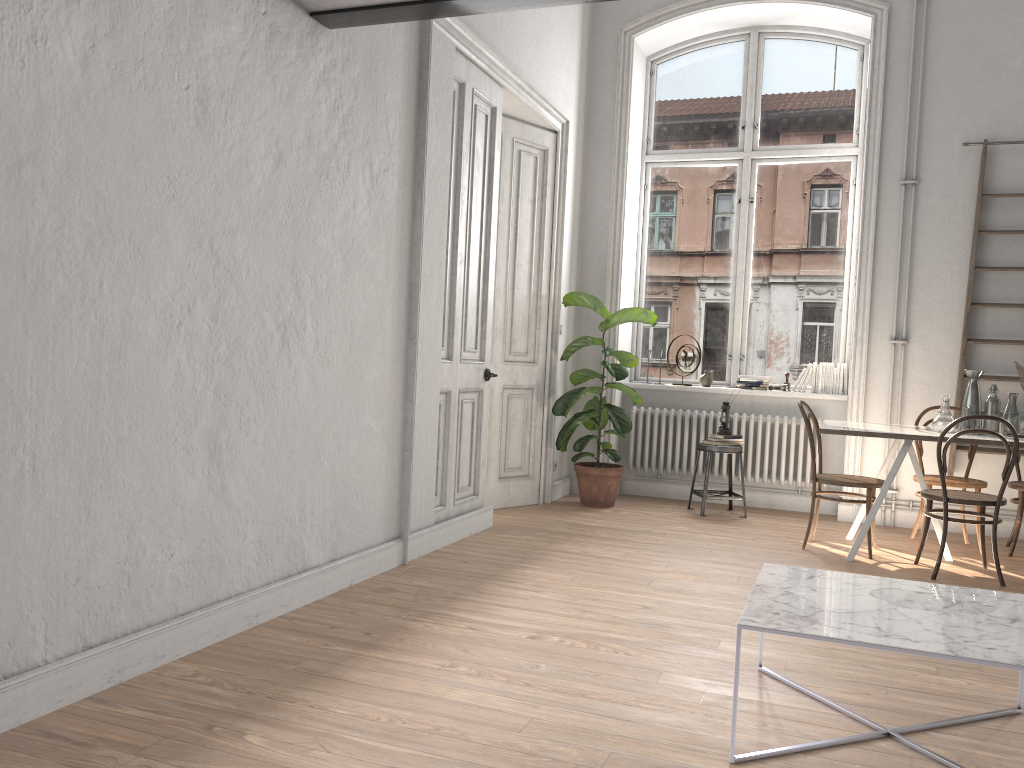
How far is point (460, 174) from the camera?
5.1 meters

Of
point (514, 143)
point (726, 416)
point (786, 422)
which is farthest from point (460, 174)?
point (786, 422)

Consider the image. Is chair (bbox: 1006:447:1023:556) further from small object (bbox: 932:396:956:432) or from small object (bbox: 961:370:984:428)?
small object (bbox: 932:396:956:432)

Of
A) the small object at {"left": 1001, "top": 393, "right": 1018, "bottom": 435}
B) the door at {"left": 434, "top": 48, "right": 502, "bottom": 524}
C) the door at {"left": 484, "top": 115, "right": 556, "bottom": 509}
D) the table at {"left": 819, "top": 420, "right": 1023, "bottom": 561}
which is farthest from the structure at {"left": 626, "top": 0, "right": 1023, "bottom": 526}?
the door at {"left": 434, "top": 48, "right": 502, "bottom": 524}

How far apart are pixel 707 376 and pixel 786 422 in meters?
0.8 m

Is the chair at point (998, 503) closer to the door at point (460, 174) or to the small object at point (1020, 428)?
the small object at point (1020, 428)

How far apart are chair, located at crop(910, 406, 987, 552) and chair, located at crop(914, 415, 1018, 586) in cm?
49

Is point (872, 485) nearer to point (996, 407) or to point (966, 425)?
point (966, 425)

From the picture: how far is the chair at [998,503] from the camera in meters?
4.8 m

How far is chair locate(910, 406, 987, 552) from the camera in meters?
5.6 m
